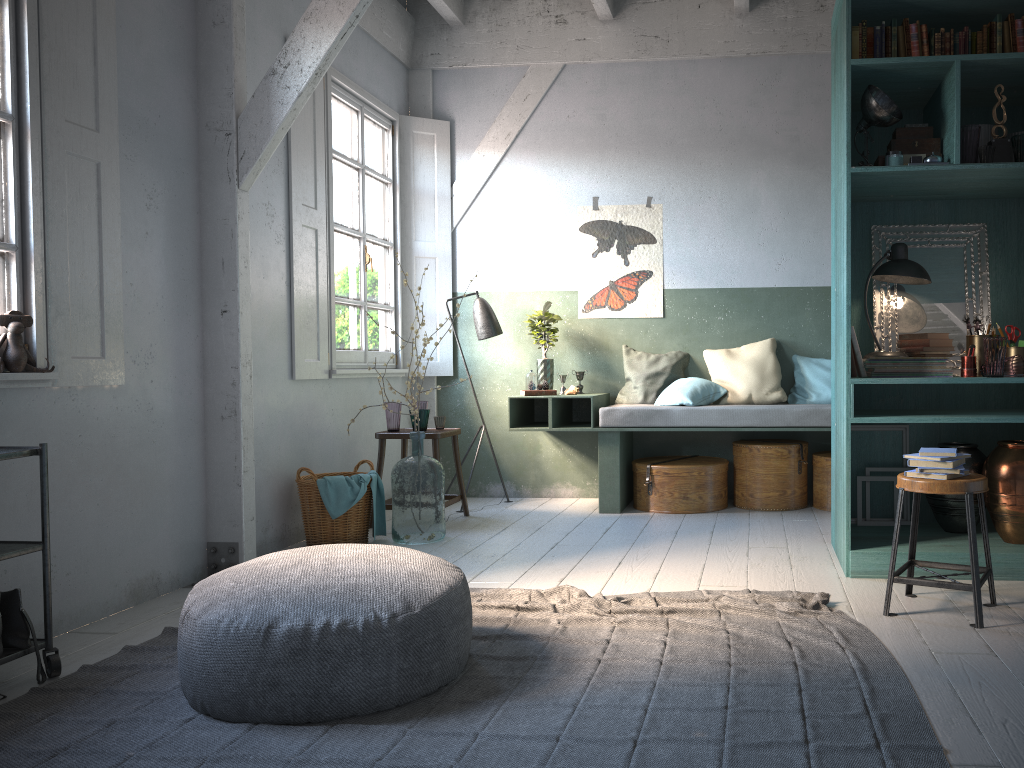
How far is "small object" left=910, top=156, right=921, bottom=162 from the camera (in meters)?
4.51

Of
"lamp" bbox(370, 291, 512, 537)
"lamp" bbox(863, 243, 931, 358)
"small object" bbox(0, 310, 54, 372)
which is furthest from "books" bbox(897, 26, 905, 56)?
"small object" bbox(0, 310, 54, 372)

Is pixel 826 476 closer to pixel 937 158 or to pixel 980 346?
pixel 980 346

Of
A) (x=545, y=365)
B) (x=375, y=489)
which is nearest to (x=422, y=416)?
(x=375, y=489)

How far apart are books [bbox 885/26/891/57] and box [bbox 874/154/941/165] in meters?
0.5 m

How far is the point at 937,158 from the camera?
4.5 meters

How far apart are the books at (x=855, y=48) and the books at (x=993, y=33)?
0.66m

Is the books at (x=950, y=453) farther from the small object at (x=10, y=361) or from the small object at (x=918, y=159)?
the small object at (x=10, y=361)

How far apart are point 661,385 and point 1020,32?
3.6 meters

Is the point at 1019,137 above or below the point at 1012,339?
above
